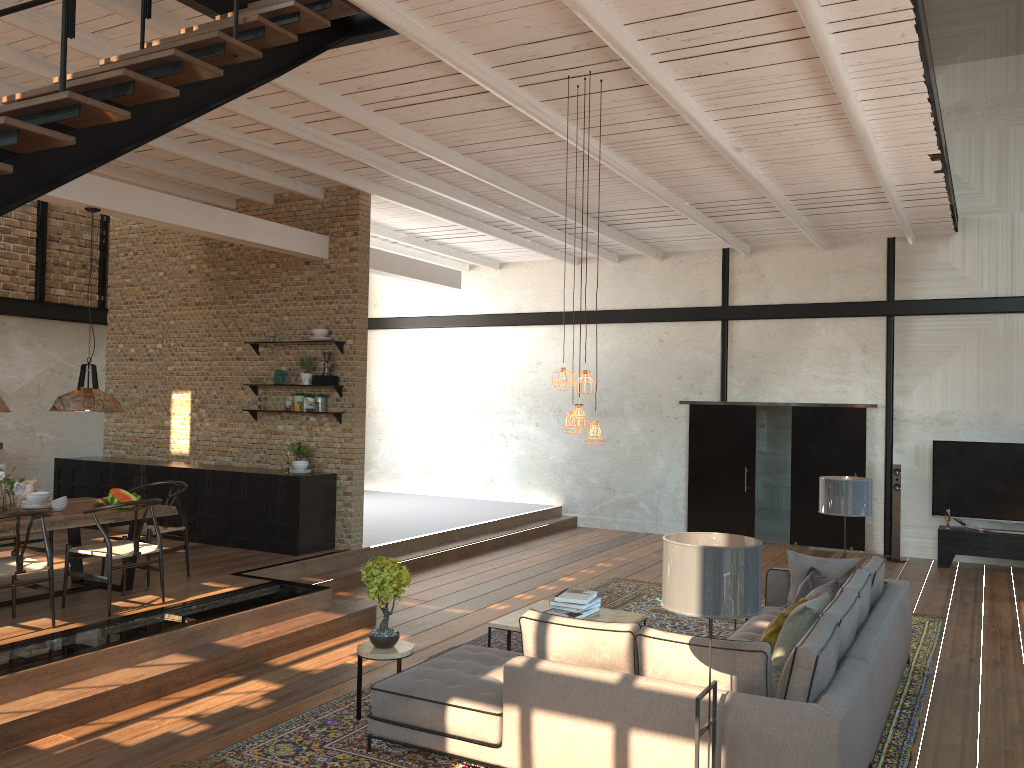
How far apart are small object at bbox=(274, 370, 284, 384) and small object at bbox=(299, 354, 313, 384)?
0.4m

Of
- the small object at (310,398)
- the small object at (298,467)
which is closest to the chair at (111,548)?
the small object at (298,467)

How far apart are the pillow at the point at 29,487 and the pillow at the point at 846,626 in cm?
678

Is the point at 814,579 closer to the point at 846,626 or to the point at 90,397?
the point at 846,626

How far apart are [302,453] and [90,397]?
3.4 meters

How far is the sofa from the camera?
3.97m

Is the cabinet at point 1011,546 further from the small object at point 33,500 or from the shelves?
the small object at point 33,500

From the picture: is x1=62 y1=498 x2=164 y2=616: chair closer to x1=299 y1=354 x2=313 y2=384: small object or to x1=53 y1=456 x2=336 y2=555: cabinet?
x1=53 y1=456 x2=336 y2=555: cabinet

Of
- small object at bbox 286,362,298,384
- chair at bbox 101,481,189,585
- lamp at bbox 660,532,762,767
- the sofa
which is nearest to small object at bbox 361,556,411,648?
the sofa

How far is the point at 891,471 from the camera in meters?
12.2 m
